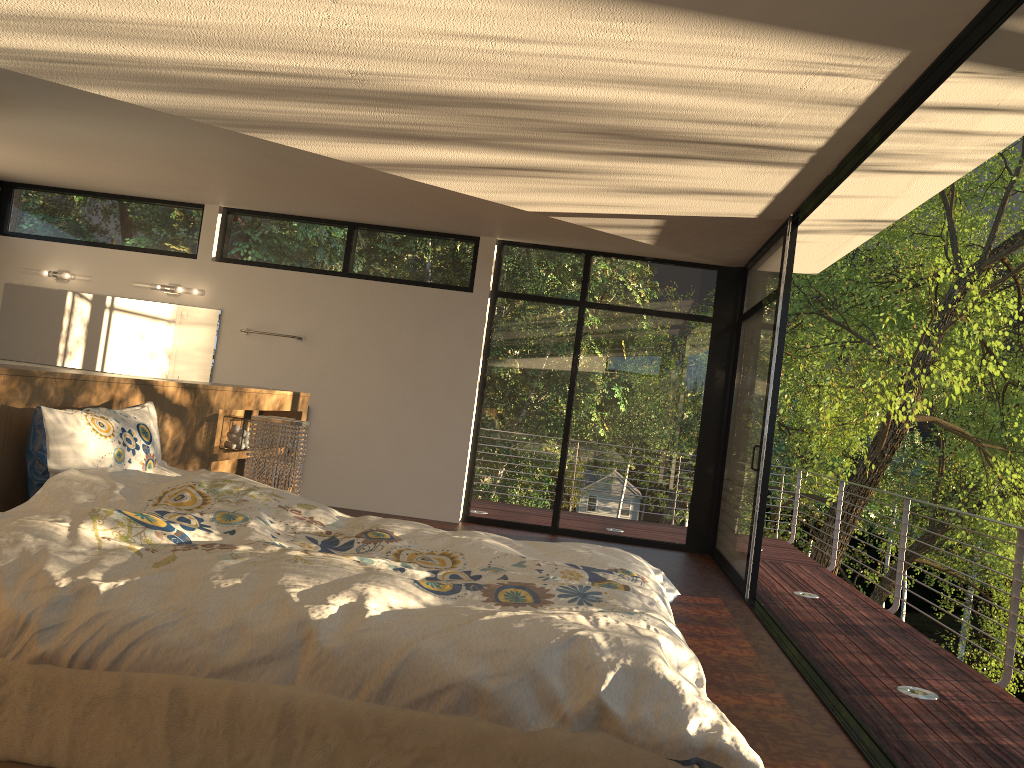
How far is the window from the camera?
6.95m

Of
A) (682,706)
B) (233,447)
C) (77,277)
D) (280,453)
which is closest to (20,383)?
(280,453)

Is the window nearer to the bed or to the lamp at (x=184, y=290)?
the lamp at (x=184, y=290)

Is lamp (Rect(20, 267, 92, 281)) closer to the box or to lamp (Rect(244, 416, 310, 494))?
the box

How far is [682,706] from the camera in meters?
1.7

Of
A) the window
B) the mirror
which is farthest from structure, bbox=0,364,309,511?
the mirror

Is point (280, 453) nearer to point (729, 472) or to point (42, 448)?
point (42, 448)

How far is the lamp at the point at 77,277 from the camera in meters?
7.9

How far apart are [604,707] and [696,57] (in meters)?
2.29

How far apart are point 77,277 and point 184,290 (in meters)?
0.99
